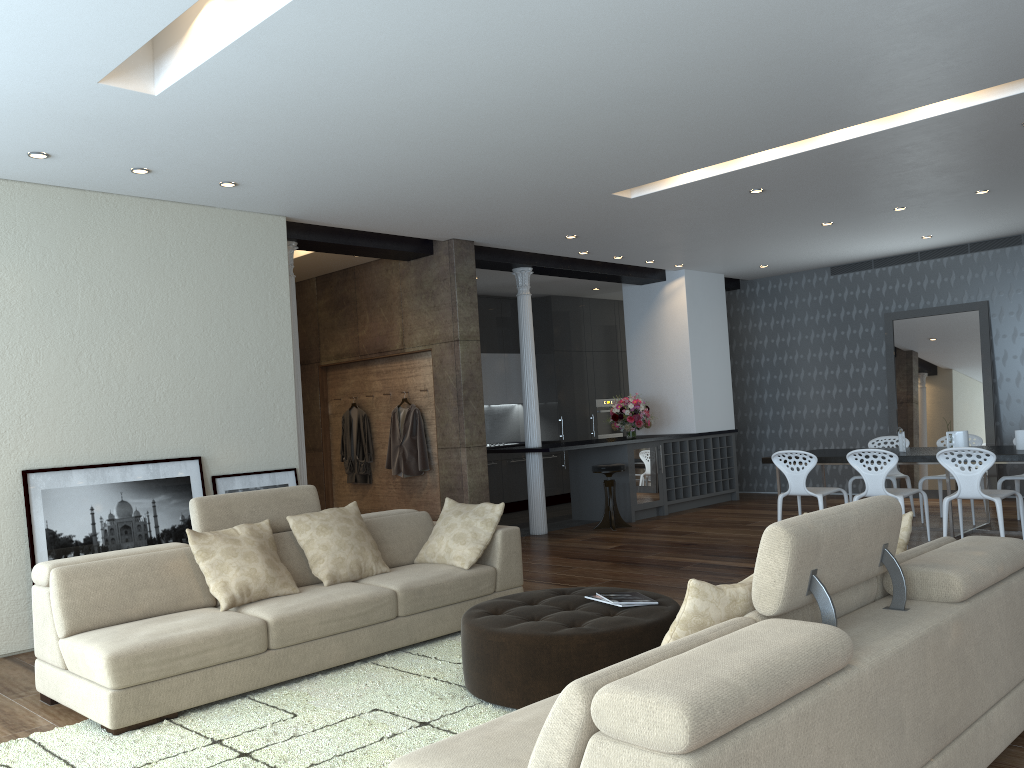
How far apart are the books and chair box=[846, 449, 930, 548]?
3.93m

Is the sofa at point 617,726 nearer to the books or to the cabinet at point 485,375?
the books

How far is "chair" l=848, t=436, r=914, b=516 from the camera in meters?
8.9 m

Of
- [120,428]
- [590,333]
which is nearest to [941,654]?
[120,428]

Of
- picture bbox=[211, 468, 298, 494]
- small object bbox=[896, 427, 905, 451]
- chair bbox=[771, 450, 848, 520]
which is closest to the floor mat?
picture bbox=[211, 468, 298, 494]

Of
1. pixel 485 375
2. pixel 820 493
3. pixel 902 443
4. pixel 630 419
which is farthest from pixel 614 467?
pixel 485 375

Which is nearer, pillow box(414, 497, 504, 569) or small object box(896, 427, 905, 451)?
pillow box(414, 497, 504, 569)

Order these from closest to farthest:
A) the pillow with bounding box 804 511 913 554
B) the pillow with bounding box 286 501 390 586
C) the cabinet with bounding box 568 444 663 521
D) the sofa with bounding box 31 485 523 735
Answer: the pillow with bounding box 804 511 913 554 < the sofa with bounding box 31 485 523 735 < the pillow with bounding box 286 501 390 586 < the cabinet with bounding box 568 444 663 521

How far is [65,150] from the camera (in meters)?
5.18

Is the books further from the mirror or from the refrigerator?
the mirror
